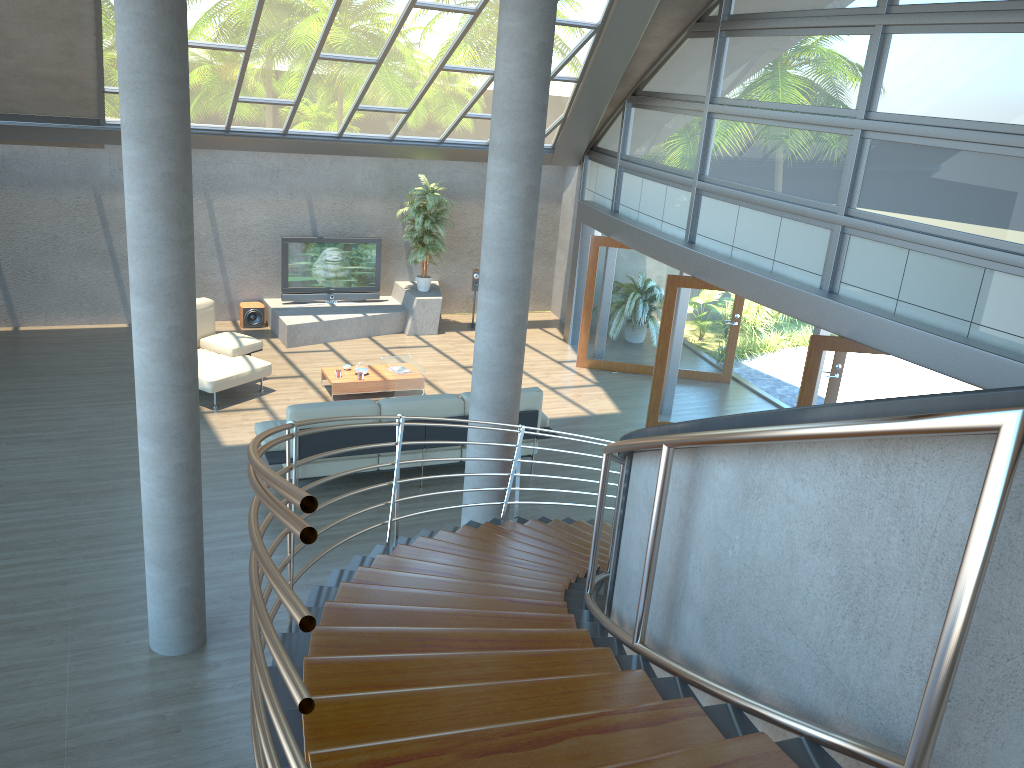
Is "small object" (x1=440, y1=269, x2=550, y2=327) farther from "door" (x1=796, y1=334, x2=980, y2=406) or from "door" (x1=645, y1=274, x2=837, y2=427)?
"door" (x1=796, y1=334, x2=980, y2=406)

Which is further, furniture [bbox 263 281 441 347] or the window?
furniture [bbox 263 281 441 347]

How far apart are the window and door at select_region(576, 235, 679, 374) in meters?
0.5 m

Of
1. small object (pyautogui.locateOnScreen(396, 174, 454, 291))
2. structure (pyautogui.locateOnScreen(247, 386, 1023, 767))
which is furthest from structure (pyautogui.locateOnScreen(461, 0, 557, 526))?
small object (pyautogui.locateOnScreen(396, 174, 454, 291))

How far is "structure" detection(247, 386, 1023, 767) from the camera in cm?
165

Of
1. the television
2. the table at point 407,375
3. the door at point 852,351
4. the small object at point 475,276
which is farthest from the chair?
the door at point 852,351

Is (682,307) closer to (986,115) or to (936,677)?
(986,115)

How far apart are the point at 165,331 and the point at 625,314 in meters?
8.5 m

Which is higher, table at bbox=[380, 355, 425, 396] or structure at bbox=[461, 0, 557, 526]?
structure at bbox=[461, 0, 557, 526]

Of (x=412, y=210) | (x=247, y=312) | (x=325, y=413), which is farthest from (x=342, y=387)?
(x=412, y=210)
